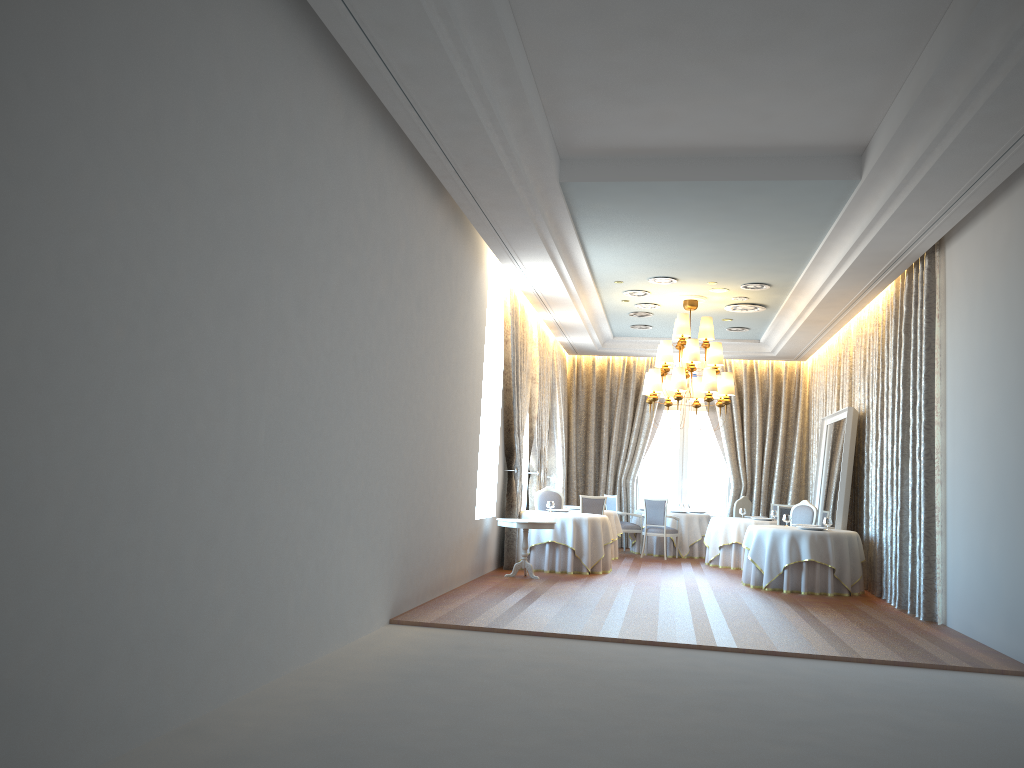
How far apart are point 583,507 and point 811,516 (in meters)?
3.62

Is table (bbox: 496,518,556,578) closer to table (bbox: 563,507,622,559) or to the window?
table (bbox: 563,507,622,559)

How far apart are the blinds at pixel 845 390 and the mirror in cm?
26

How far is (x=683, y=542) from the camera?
16.80m

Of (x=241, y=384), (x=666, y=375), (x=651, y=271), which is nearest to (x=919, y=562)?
(x=651, y=271)

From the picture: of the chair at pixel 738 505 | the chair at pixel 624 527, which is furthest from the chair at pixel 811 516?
the chair at pixel 624 527

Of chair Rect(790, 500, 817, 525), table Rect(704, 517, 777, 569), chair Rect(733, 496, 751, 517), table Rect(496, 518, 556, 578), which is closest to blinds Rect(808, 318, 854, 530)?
chair Rect(733, 496, 751, 517)

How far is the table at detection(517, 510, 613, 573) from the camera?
12.8m

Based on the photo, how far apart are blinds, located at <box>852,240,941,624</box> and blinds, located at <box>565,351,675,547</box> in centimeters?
544cm

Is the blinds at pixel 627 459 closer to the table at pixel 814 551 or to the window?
the window
